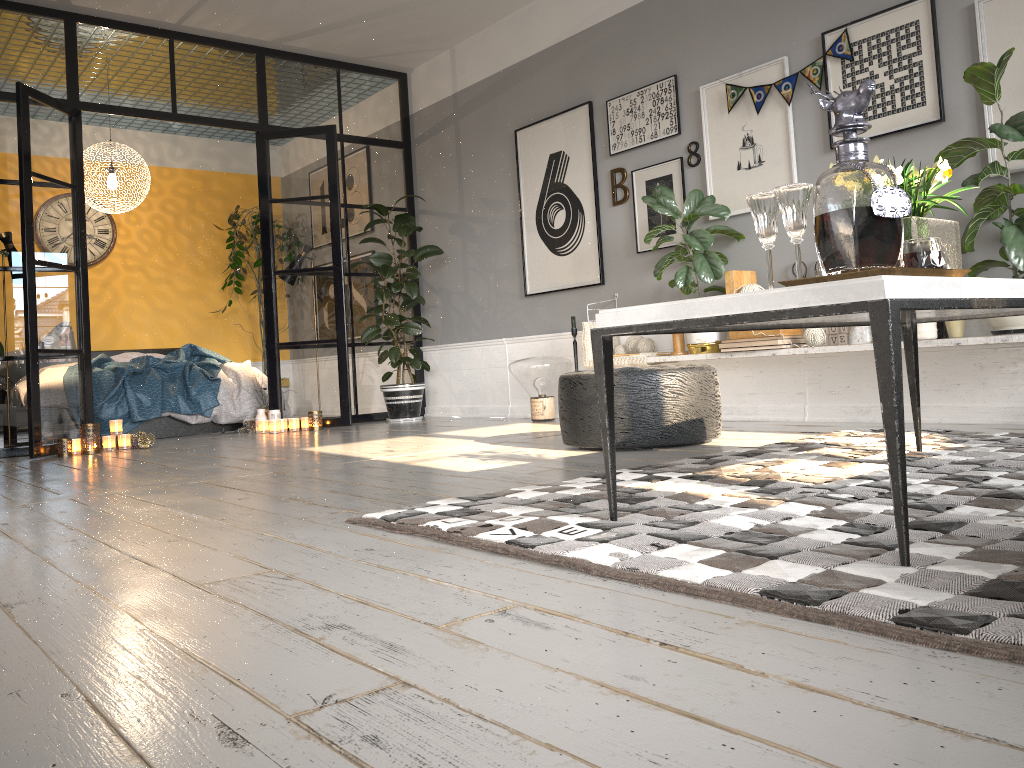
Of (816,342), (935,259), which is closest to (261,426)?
(816,342)

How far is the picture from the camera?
4.06m

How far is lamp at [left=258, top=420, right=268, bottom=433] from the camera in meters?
6.6 m

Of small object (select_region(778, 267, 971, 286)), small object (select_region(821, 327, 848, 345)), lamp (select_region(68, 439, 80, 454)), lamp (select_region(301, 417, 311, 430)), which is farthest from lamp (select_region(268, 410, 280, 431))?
small object (select_region(778, 267, 971, 286))

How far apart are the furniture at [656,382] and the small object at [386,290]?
2.8 meters

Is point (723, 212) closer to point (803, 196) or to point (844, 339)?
point (844, 339)

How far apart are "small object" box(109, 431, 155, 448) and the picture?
2.76m

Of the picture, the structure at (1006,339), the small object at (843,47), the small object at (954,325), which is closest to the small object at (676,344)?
the structure at (1006,339)

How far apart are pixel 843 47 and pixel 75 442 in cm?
498

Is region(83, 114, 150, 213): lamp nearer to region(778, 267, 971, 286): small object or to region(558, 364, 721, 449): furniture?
region(558, 364, 721, 449): furniture
